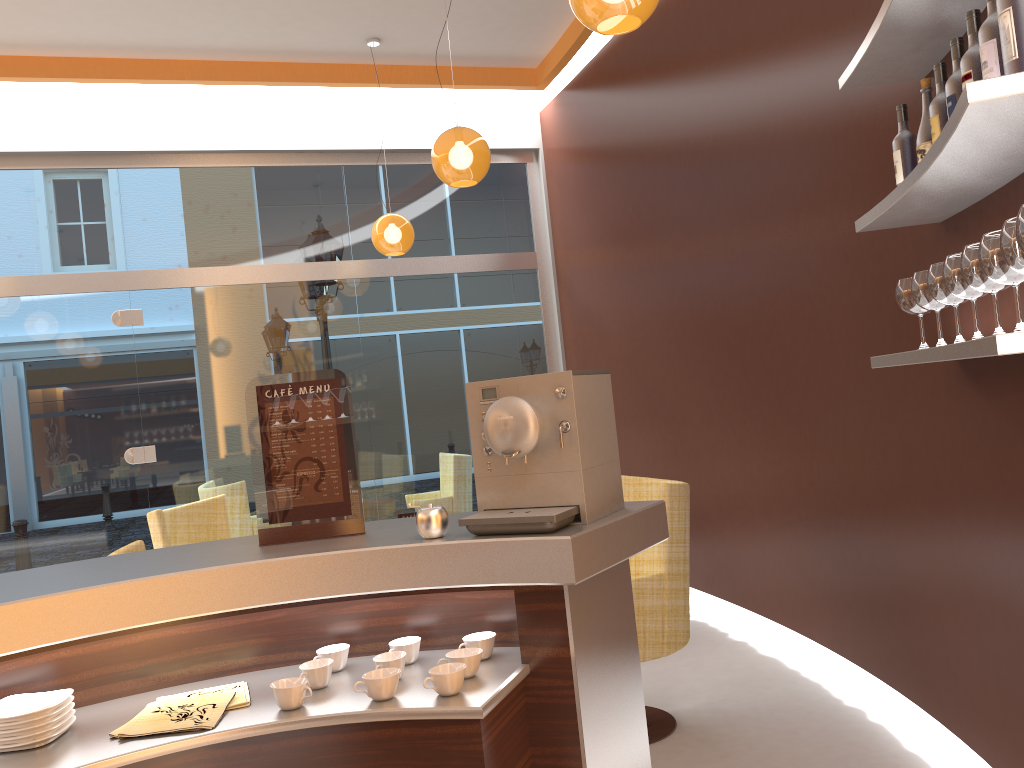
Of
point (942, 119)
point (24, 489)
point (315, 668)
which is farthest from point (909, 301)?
point (24, 489)

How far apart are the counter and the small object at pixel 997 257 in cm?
88

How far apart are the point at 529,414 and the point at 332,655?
0.7 meters

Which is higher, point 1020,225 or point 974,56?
point 974,56

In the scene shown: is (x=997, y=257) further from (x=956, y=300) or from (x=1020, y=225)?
(x=956, y=300)

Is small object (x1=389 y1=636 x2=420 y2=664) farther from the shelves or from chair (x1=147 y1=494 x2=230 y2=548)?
chair (x1=147 y1=494 x2=230 y2=548)

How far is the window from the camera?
6.4m

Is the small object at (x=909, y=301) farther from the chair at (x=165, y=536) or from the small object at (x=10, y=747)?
the chair at (x=165, y=536)

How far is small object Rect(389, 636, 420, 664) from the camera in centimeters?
198cm

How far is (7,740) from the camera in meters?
1.7
